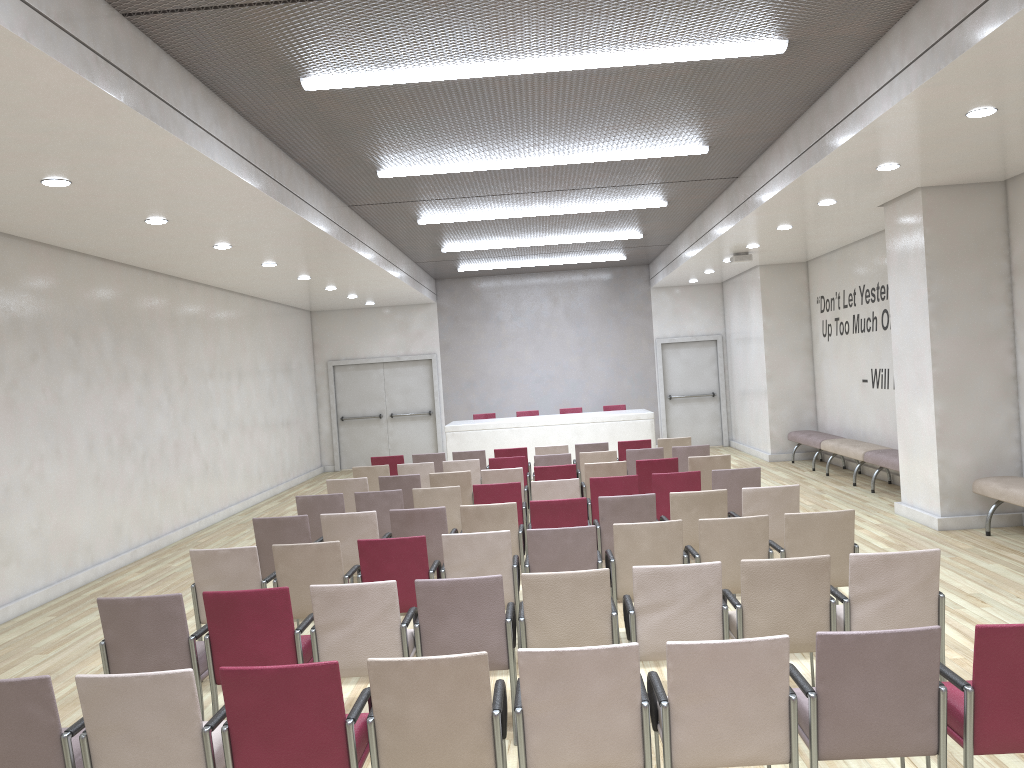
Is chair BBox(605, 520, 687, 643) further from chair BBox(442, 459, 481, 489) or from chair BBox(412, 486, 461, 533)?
chair BBox(442, 459, 481, 489)

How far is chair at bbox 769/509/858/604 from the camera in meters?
5.6

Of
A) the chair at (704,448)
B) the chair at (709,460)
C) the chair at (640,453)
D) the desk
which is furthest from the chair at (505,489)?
the desk

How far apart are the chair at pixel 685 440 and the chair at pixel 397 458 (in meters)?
3.50

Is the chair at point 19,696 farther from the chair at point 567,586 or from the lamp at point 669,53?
the lamp at point 669,53

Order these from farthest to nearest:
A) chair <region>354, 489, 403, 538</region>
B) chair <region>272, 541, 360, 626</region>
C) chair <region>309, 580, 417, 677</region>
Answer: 1. chair <region>354, 489, 403, 538</region>
2. chair <region>272, 541, 360, 626</region>
3. chair <region>309, 580, 417, 677</region>

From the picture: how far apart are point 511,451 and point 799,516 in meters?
6.5 m

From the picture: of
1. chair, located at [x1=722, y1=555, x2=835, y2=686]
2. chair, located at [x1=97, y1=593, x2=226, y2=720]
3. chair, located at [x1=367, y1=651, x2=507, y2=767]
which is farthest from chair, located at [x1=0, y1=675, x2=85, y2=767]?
chair, located at [x1=722, y1=555, x2=835, y2=686]

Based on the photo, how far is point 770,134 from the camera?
8.5m

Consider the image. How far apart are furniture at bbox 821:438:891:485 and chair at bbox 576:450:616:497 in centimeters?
383cm
